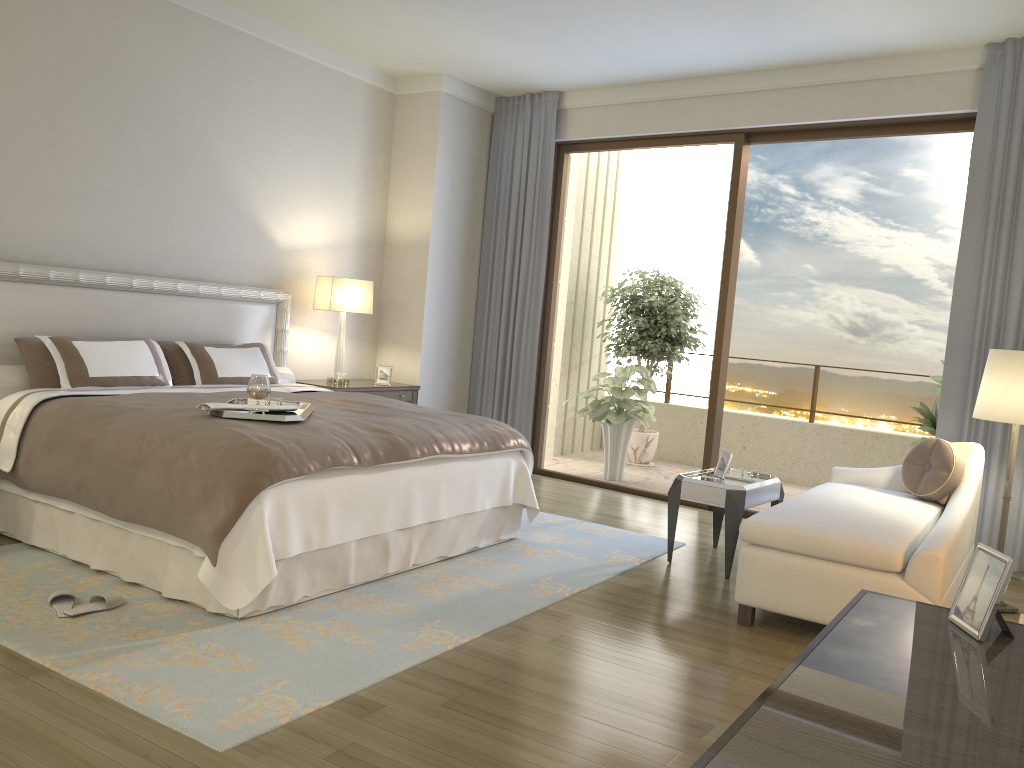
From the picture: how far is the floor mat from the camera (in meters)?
2.72

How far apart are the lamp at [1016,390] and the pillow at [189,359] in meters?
4.0 m

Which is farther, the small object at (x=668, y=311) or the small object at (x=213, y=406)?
the small object at (x=668, y=311)

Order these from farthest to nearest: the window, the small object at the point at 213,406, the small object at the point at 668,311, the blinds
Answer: the small object at the point at 668,311 < the window < the blinds < the small object at the point at 213,406

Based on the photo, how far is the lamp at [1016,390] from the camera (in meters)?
4.25

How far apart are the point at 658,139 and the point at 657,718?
4.9 meters

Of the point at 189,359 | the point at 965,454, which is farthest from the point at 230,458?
the point at 965,454

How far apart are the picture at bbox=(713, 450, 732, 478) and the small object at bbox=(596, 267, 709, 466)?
3.33m

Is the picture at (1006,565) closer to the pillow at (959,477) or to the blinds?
the pillow at (959,477)

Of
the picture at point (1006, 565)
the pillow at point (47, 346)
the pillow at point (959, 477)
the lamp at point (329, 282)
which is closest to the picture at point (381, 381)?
the lamp at point (329, 282)
